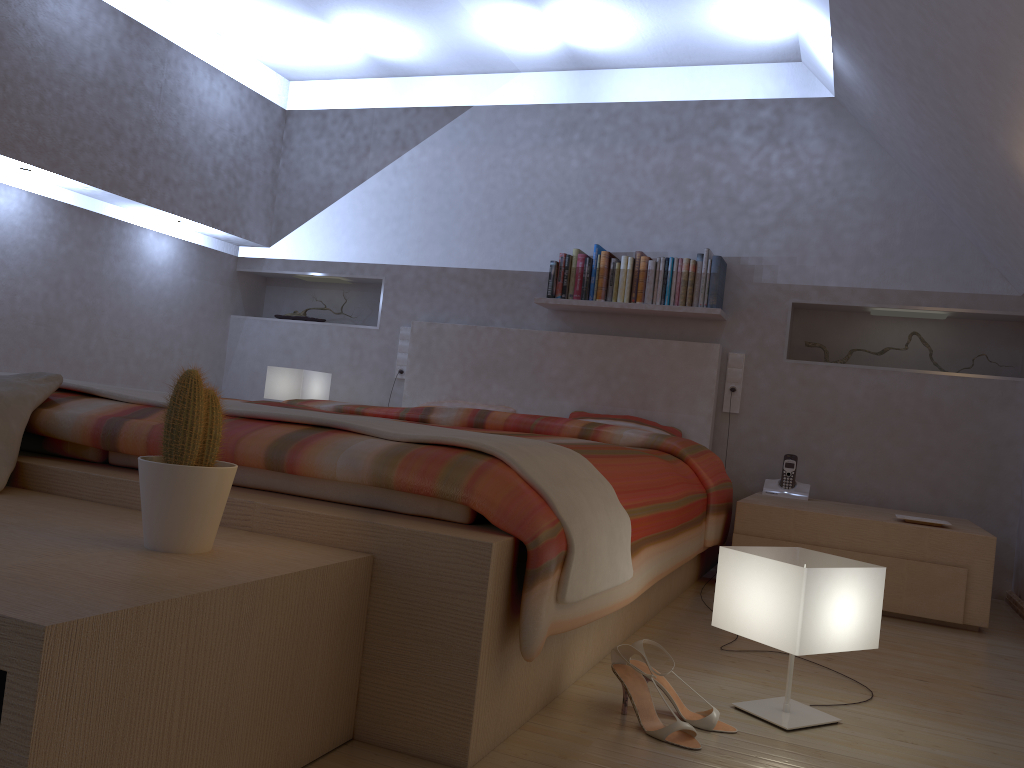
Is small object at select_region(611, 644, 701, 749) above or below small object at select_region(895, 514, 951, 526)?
below

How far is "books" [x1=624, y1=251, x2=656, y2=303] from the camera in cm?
421

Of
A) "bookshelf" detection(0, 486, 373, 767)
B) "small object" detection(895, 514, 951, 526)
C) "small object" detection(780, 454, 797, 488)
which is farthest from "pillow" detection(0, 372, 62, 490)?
"small object" detection(780, 454, 797, 488)

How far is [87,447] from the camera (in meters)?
1.88

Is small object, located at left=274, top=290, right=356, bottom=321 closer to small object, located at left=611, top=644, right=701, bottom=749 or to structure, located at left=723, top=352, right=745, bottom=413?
structure, located at left=723, top=352, right=745, bottom=413

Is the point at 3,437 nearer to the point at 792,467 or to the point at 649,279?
the point at 649,279

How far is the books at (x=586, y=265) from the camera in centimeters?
433cm

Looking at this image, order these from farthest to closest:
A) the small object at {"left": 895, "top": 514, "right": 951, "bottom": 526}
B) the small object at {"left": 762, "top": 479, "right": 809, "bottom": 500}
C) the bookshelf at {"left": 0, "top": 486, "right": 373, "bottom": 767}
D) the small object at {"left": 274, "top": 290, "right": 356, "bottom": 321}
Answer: the small object at {"left": 274, "top": 290, "right": 356, "bottom": 321}
the small object at {"left": 762, "top": 479, "right": 809, "bottom": 500}
the small object at {"left": 895, "top": 514, "right": 951, "bottom": 526}
the bookshelf at {"left": 0, "top": 486, "right": 373, "bottom": 767}

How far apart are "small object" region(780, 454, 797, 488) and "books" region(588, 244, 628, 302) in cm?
107

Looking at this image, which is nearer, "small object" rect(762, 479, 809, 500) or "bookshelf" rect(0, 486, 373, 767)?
"bookshelf" rect(0, 486, 373, 767)
